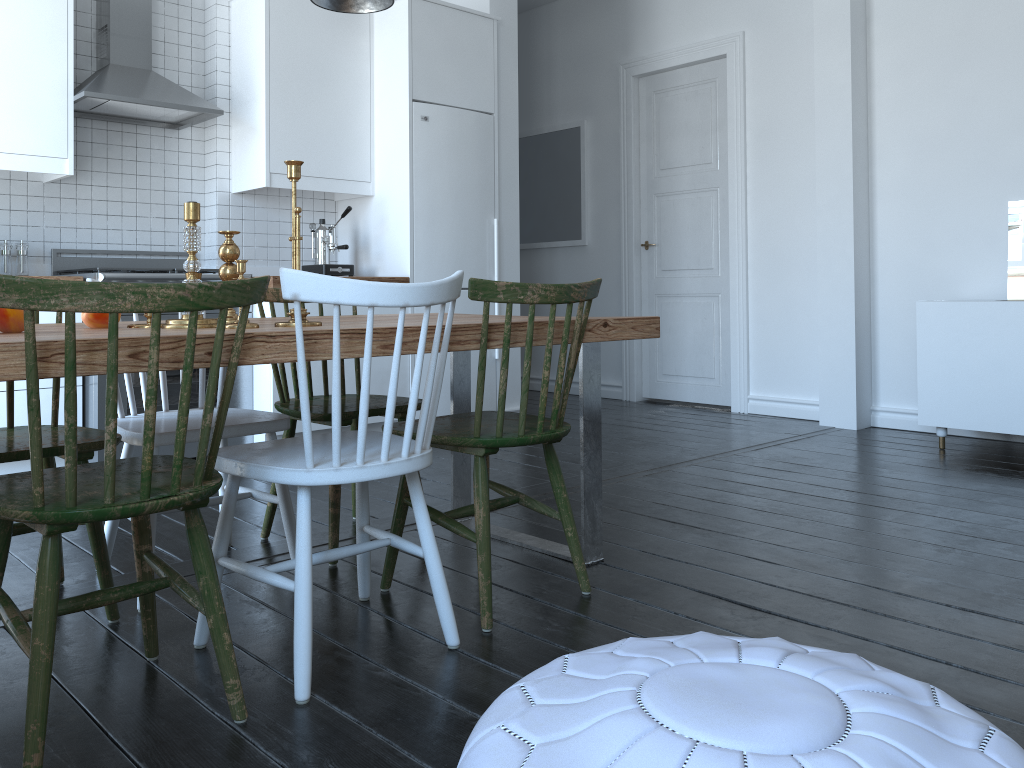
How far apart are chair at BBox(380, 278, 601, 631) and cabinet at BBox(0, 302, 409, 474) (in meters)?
1.84

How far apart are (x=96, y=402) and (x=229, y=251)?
1.9m

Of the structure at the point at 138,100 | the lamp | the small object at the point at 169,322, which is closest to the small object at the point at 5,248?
the structure at the point at 138,100

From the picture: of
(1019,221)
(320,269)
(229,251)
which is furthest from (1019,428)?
(229,251)

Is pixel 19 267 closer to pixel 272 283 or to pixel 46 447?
pixel 272 283

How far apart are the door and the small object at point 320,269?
2.4 meters

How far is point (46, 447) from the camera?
2.1 meters

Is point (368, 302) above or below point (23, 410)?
above

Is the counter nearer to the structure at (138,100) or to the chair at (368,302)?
the structure at (138,100)

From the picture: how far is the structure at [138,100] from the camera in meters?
3.9 m
